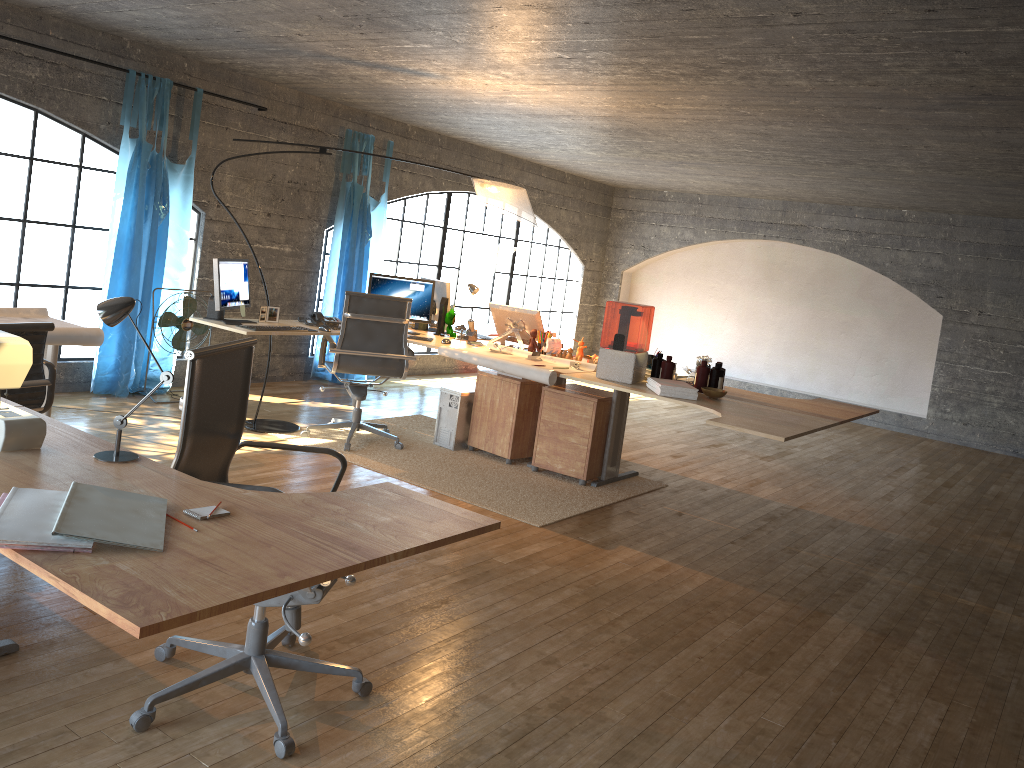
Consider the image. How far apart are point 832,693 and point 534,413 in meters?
3.1

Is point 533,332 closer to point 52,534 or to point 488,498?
point 488,498

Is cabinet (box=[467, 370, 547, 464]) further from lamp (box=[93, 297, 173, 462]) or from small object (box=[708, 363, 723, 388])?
lamp (box=[93, 297, 173, 462])

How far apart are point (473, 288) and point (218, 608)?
4.8 meters

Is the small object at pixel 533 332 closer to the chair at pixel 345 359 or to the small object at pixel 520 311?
the small object at pixel 520 311

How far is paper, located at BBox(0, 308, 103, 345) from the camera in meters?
4.1

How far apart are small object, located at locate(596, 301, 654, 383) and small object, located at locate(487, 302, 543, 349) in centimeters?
85cm

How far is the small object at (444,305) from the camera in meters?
6.4

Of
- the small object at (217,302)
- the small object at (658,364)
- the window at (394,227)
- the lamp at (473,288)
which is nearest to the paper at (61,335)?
the small object at (217,302)

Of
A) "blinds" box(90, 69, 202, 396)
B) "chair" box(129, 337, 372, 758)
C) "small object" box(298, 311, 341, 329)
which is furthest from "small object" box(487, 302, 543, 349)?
"chair" box(129, 337, 372, 758)
